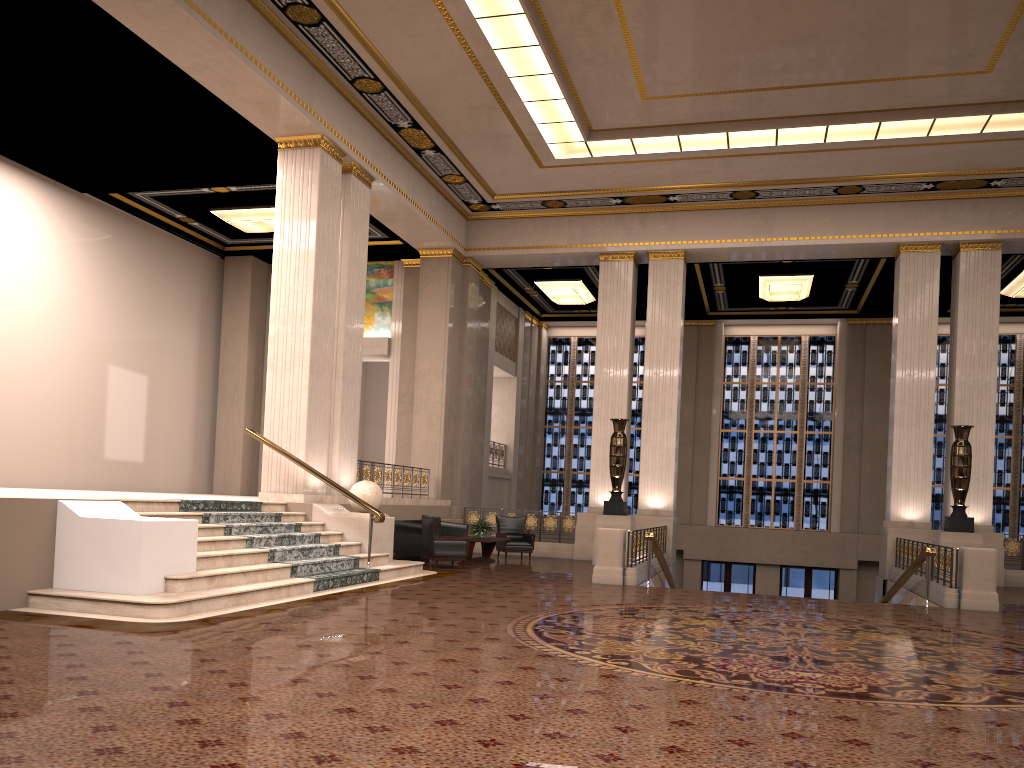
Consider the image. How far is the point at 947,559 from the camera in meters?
11.8

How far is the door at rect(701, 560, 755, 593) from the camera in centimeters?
2359cm

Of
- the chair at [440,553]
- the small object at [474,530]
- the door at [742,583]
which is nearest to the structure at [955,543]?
the small object at [474,530]

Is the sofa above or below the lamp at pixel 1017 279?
below

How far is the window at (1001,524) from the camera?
22.5m

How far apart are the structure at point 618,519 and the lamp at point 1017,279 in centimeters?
971cm

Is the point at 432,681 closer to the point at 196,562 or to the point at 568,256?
the point at 196,562

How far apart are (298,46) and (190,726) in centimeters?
1063cm

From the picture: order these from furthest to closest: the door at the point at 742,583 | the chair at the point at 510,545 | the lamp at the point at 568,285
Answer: the door at the point at 742,583 → the lamp at the point at 568,285 → the chair at the point at 510,545

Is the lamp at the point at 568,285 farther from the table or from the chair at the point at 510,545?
the table
